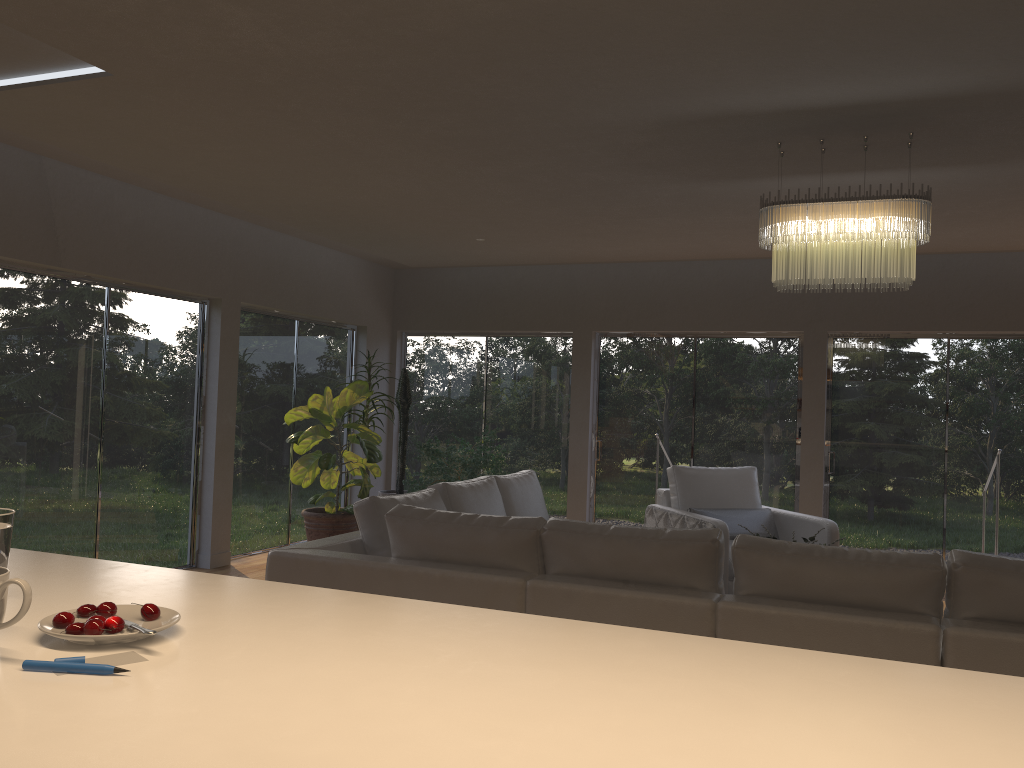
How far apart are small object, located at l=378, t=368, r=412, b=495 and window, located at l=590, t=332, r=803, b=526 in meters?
1.9 m

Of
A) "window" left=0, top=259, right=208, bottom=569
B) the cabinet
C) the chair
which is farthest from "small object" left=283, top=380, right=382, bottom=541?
the cabinet

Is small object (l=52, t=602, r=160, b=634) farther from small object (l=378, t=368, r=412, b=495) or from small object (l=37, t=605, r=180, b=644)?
small object (l=378, t=368, r=412, b=495)

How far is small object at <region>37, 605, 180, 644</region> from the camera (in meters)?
1.30

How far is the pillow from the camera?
6.48m

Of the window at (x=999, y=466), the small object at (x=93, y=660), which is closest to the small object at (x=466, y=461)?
the window at (x=999, y=466)

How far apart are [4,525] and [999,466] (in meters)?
7.89

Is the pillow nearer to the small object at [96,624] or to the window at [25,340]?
the window at [25,340]

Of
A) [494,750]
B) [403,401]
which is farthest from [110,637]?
[403,401]

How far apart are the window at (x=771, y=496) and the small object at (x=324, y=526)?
2.3 meters
